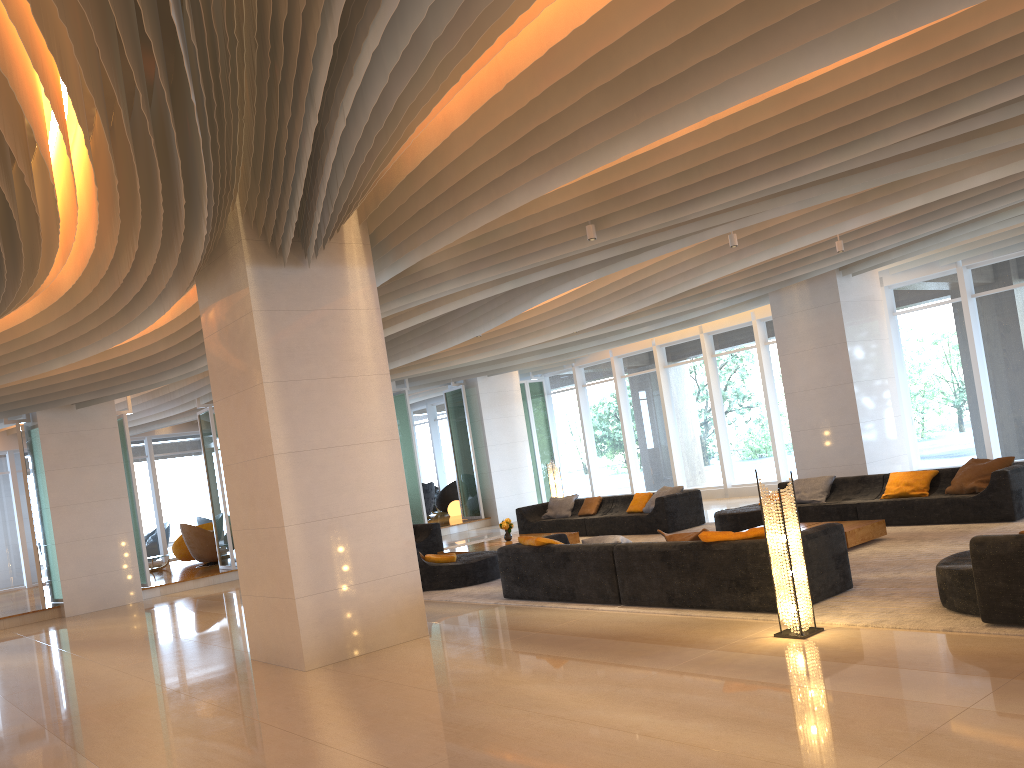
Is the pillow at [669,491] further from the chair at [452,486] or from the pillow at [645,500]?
the chair at [452,486]

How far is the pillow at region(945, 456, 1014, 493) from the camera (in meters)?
10.22

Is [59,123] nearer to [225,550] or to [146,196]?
[146,196]

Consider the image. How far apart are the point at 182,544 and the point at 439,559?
11.7 meters

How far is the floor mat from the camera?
6.1m

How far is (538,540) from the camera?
9.12m

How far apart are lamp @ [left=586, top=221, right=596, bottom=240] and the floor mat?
3.53m

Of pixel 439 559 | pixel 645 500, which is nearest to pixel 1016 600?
pixel 439 559

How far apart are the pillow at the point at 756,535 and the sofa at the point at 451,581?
4.4m

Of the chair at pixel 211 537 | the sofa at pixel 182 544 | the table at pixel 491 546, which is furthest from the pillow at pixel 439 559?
the sofa at pixel 182 544
